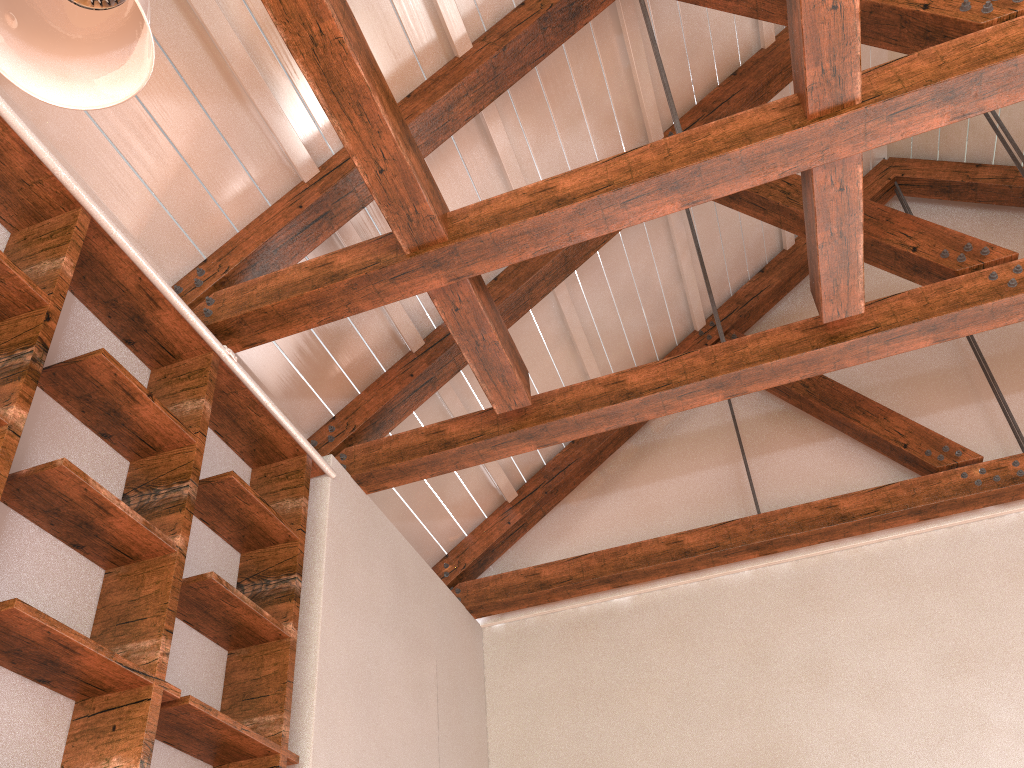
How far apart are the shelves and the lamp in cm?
97

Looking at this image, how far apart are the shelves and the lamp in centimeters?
97cm

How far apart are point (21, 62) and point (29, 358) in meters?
1.0

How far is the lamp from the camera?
1.54m

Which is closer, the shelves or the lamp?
the lamp

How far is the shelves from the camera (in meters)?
2.35

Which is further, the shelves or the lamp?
the shelves

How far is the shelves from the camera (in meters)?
2.35

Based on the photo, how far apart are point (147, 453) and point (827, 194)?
2.5 meters

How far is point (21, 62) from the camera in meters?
1.5 m
